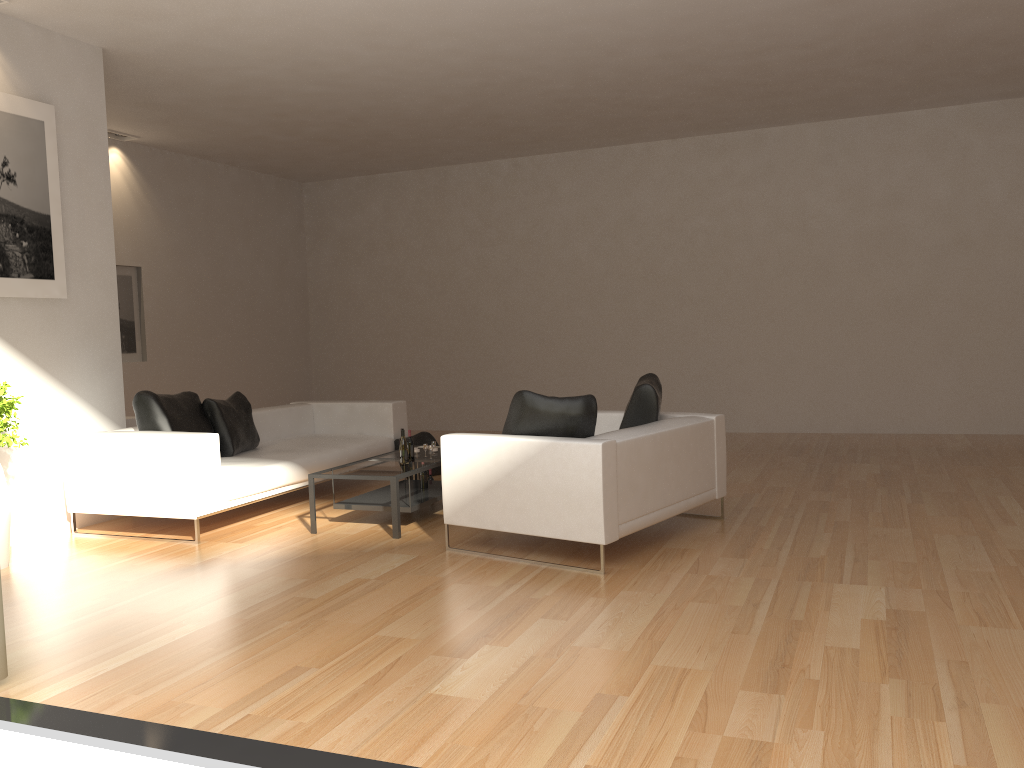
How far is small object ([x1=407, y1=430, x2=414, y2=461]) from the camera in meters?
6.7

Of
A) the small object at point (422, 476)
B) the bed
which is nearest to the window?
the bed

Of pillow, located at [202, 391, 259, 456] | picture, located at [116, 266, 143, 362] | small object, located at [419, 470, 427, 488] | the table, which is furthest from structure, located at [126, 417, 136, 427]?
small object, located at [419, 470, 427, 488]

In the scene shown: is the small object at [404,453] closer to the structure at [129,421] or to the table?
the table

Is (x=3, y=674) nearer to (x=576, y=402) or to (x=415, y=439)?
(x=576, y=402)

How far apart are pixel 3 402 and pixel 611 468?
3.81m

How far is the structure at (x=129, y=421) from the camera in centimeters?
788cm

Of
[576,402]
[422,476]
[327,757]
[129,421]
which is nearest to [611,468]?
[576,402]

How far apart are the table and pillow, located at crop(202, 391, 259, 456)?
1.23m

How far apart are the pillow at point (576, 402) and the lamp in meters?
7.0
